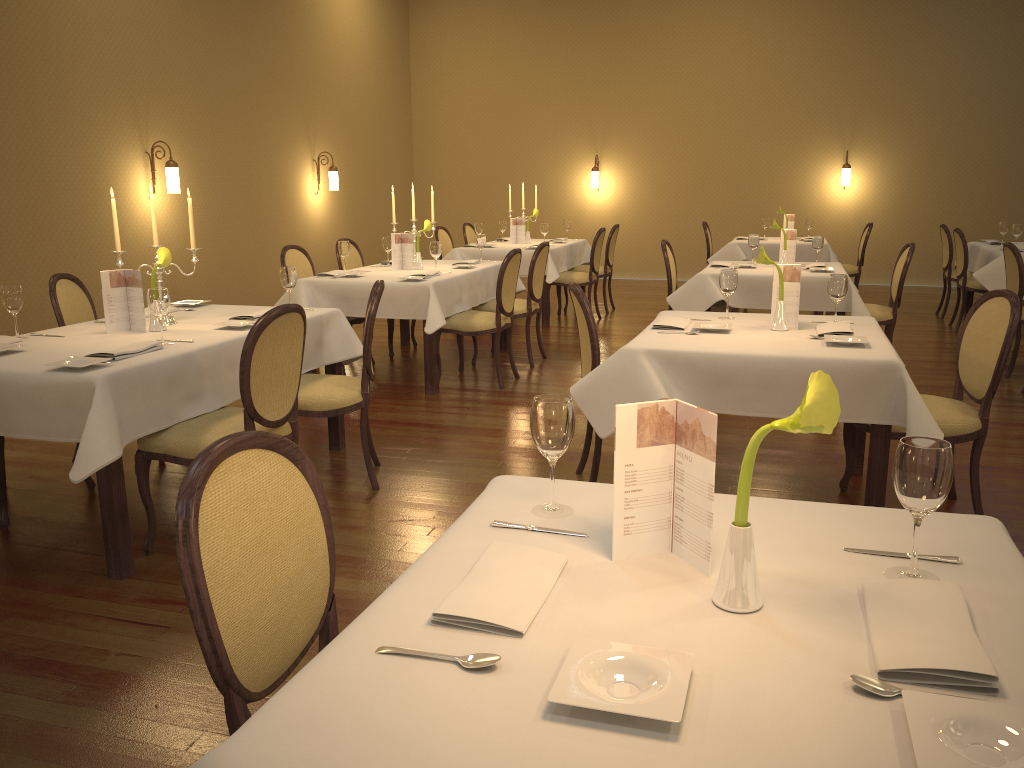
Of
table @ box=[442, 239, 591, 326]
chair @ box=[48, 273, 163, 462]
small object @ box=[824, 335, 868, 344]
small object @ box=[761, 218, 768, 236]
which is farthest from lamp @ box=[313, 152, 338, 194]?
small object @ box=[824, 335, 868, 344]

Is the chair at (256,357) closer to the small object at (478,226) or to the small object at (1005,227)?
the small object at (478,226)

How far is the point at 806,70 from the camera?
11.9 meters

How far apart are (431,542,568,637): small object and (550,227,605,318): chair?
7.47m

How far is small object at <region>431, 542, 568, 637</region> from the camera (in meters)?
1.28

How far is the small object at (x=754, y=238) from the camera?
7.0 meters

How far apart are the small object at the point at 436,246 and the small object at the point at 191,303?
2.0m

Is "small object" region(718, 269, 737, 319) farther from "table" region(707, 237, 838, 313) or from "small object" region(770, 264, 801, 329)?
"table" region(707, 237, 838, 313)

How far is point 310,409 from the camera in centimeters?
394cm

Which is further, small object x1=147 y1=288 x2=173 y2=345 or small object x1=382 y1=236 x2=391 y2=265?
small object x1=382 y1=236 x2=391 y2=265
